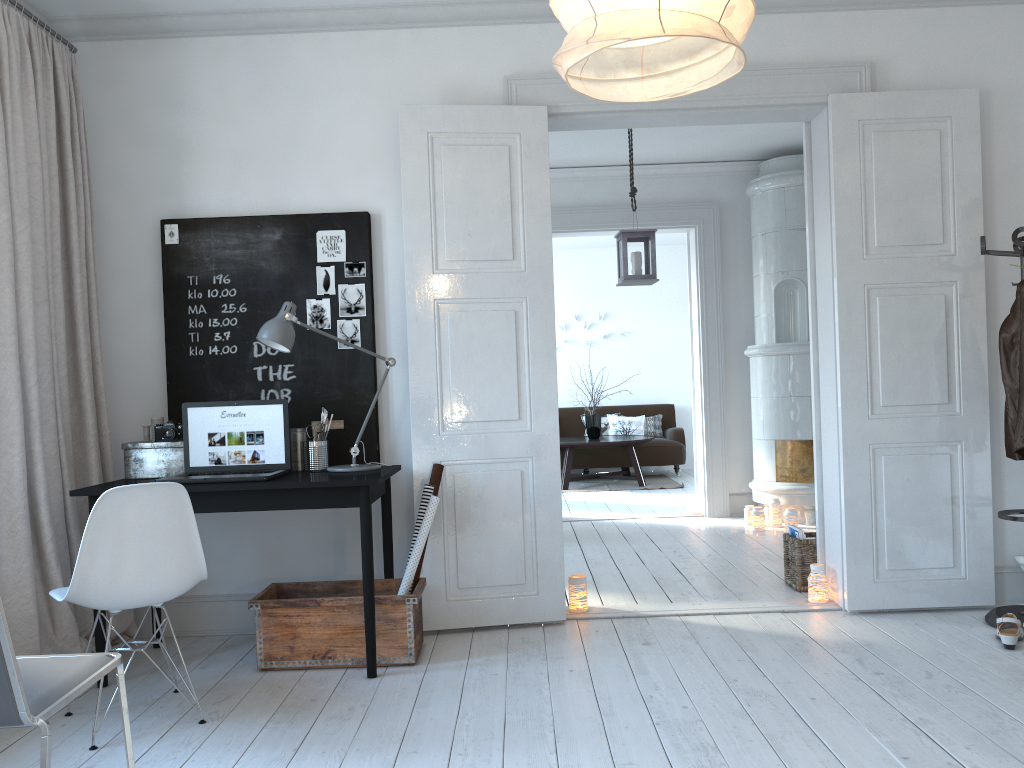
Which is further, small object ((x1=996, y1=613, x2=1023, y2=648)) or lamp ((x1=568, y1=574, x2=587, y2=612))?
lamp ((x1=568, y1=574, x2=587, y2=612))

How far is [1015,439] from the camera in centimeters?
366cm

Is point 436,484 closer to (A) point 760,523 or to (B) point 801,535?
(B) point 801,535

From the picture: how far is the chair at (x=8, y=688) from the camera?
1.7m

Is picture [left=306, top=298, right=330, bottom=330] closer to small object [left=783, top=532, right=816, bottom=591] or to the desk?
the desk

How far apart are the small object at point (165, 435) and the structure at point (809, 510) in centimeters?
411cm

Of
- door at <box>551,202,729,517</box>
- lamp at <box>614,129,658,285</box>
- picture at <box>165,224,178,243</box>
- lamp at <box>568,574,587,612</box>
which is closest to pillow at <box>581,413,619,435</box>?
door at <box>551,202,729,517</box>

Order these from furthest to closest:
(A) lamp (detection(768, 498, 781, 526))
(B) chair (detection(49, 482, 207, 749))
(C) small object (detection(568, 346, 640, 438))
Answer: (C) small object (detection(568, 346, 640, 438)) → (A) lamp (detection(768, 498, 781, 526)) → (B) chair (detection(49, 482, 207, 749))

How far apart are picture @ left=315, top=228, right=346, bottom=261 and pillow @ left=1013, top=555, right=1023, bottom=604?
3.4 meters

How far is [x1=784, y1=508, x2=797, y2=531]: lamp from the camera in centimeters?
619cm
